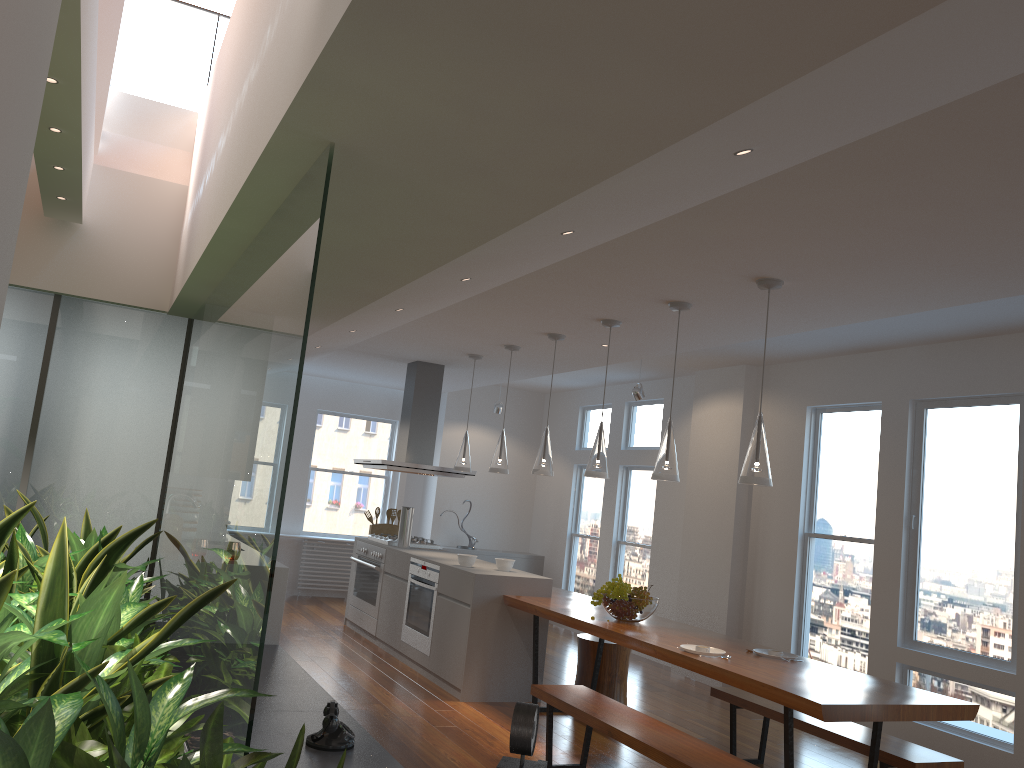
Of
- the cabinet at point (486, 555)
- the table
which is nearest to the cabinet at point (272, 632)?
the table

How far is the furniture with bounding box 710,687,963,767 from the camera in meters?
4.0 m

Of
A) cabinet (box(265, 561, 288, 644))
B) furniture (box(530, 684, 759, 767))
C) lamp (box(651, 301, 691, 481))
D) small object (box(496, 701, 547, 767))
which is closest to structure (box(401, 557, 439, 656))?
cabinet (box(265, 561, 288, 644))

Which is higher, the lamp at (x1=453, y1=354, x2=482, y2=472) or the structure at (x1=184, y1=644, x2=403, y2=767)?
the lamp at (x1=453, y1=354, x2=482, y2=472)

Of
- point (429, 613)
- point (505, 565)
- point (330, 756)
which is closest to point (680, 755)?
point (330, 756)

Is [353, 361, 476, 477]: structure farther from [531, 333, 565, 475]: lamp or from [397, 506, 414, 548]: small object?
[531, 333, 565, 475]: lamp

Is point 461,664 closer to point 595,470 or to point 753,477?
point 595,470

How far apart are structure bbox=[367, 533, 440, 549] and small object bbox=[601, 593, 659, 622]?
3.0 meters

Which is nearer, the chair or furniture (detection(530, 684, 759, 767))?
furniture (detection(530, 684, 759, 767))

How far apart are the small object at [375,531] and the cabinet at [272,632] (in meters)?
3.26
